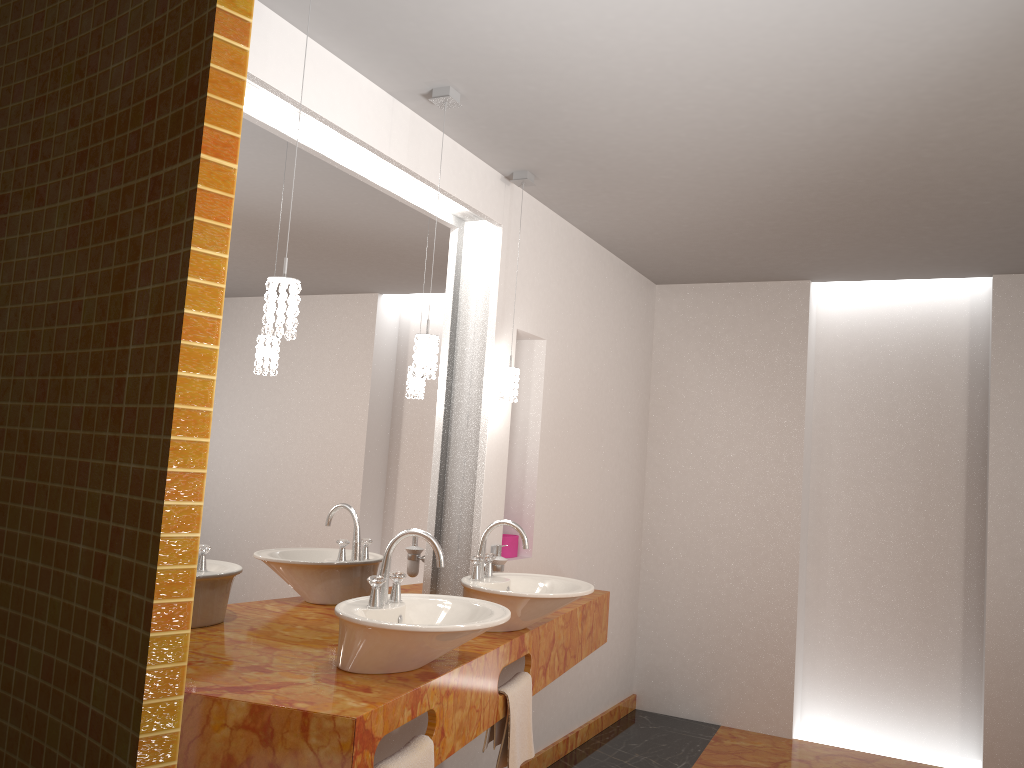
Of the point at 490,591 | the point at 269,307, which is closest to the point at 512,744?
the point at 490,591

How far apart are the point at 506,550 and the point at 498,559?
0.4 meters

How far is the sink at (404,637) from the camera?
2.2m

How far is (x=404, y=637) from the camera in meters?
2.2

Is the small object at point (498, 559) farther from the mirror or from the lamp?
the lamp

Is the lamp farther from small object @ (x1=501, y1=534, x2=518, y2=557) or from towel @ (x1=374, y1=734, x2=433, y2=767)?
towel @ (x1=374, y1=734, x2=433, y2=767)

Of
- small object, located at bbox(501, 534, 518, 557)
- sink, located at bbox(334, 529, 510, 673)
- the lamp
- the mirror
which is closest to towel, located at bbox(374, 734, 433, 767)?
sink, located at bbox(334, 529, 510, 673)

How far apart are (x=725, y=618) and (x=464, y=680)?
2.9m

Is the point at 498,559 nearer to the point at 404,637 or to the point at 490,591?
the point at 490,591

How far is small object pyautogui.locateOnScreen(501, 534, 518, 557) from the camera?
3.77m
